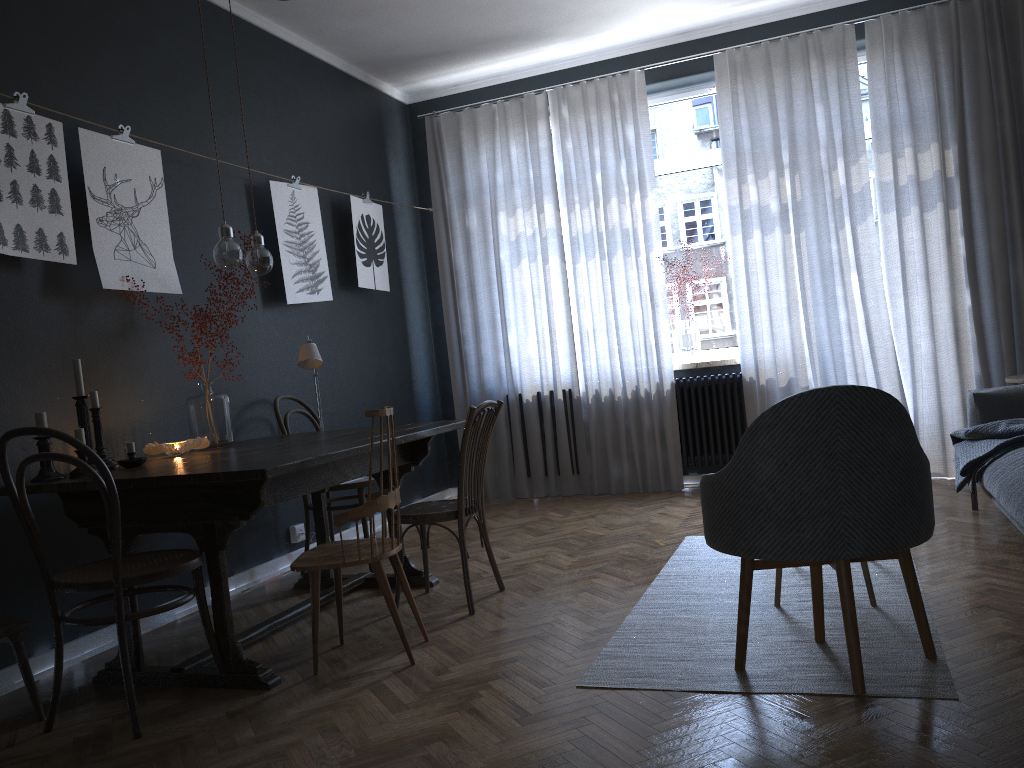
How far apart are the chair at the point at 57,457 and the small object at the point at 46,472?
0.31m

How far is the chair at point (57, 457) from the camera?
2.5 meters

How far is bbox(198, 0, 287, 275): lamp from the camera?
3.4m

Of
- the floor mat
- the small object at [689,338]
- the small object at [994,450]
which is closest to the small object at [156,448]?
the floor mat

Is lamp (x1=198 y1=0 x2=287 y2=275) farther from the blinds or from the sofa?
the sofa

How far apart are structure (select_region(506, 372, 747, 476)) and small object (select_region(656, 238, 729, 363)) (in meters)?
0.16

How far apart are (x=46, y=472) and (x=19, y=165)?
1.2m

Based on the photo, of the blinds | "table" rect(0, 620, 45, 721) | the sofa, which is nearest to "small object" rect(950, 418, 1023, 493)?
the sofa

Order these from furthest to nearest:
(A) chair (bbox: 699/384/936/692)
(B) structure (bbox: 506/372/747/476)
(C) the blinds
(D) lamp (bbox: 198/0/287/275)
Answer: (B) structure (bbox: 506/372/747/476) < (C) the blinds < (D) lamp (bbox: 198/0/287/275) < (A) chair (bbox: 699/384/936/692)

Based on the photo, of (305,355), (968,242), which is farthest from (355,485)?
(968,242)
